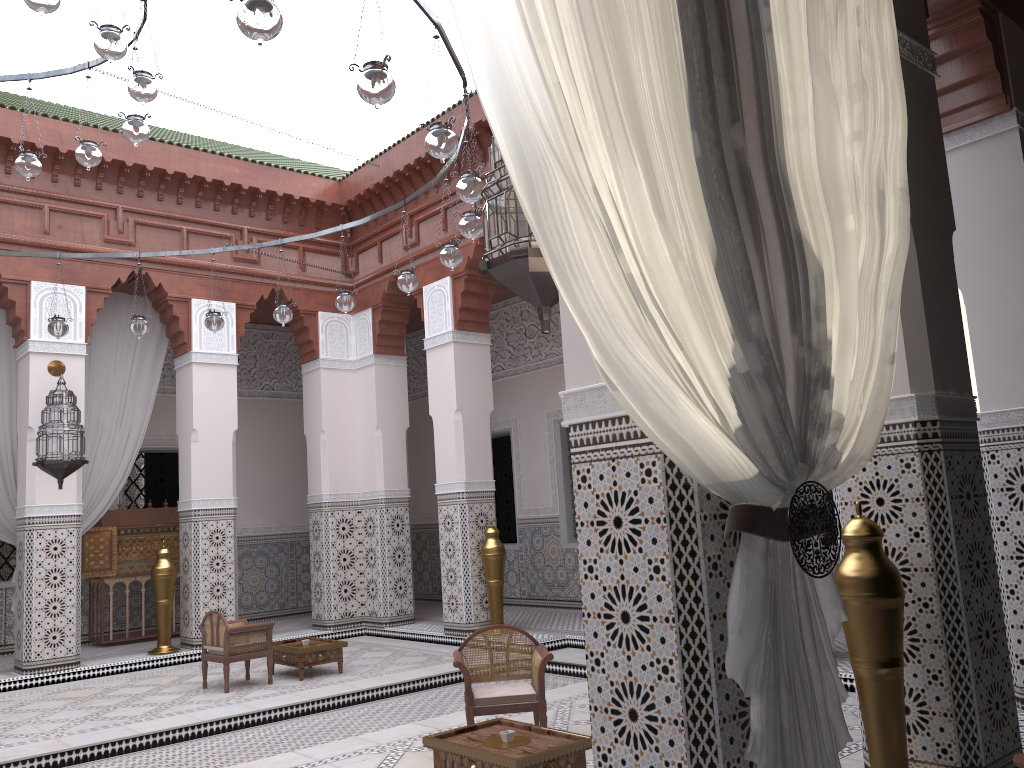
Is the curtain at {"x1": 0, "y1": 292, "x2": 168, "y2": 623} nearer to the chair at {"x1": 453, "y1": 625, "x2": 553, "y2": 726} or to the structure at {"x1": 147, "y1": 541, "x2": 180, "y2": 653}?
the structure at {"x1": 147, "y1": 541, "x2": 180, "y2": 653}

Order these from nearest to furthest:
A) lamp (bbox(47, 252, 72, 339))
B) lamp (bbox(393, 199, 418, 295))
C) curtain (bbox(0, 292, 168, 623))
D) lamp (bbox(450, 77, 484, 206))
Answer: lamp (bbox(450, 77, 484, 206))
lamp (bbox(393, 199, 418, 295))
lamp (bbox(47, 252, 72, 339))
curtain (bbox(0, 292, 168, 623))

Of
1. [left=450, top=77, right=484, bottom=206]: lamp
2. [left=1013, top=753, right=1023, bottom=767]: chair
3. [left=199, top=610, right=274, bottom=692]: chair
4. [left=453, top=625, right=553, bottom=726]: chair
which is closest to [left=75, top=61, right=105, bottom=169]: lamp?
[left=450, top=77, right=484, bottom=206]: lamp

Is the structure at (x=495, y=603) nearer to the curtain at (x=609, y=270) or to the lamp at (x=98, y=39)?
the lamp at (x=98, y=39)

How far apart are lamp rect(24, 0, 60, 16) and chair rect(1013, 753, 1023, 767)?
2.29m

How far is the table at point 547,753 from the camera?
1.8m

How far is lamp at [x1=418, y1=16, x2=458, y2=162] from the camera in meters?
2.0

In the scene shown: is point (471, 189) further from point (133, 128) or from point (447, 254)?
point (133, 128)

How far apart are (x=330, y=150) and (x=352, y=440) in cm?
167

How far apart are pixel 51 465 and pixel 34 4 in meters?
2.5 m
